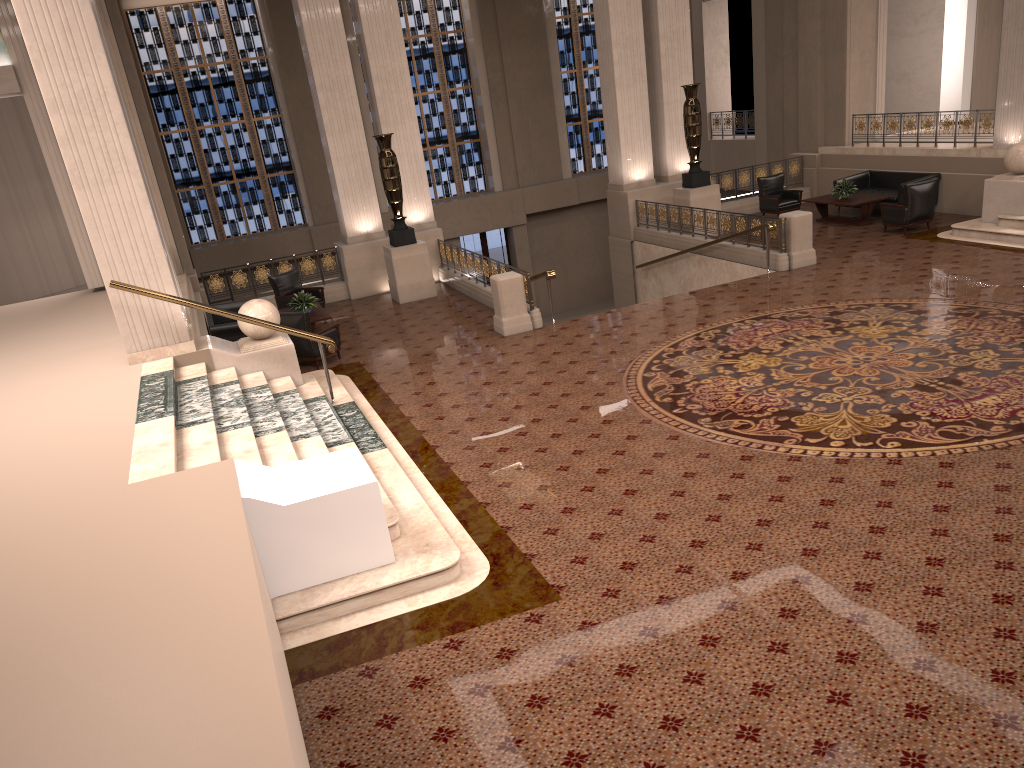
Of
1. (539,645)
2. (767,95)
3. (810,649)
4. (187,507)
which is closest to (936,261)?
(767,95)

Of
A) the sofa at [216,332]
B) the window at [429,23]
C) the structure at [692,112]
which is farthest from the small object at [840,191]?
the sofa at [216,332]

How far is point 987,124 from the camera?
15.77m

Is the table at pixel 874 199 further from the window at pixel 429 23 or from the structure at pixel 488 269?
the window at pixel 429 23

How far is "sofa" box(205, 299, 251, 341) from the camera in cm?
1287

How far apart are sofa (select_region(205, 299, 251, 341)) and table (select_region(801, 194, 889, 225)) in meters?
11.0 m

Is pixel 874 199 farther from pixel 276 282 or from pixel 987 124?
pixel 276 282

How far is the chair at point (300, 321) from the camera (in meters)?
12.22

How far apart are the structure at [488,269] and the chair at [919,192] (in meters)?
7.10

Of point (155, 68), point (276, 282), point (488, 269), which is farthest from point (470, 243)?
point (488, 269)
